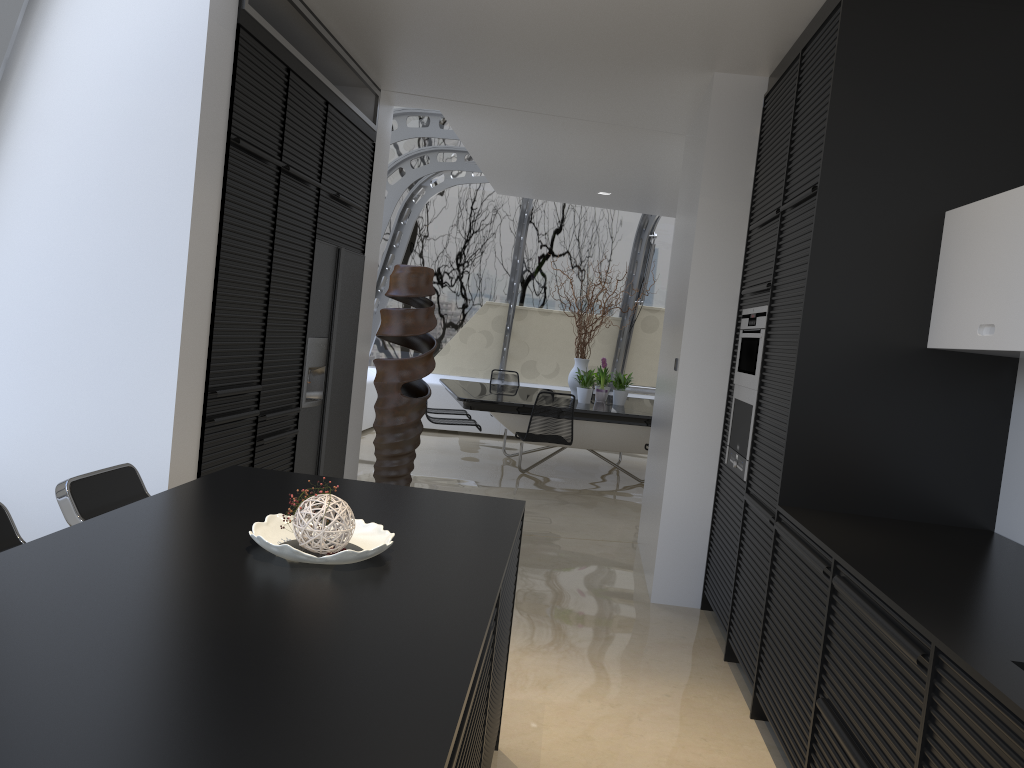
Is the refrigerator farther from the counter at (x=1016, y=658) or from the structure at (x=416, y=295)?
the counter at (x=1016, y=658)

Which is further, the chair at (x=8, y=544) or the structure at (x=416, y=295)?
the structure at (x=416, y=295)

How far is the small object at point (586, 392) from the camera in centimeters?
890cm

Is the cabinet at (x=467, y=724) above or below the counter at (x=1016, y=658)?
below

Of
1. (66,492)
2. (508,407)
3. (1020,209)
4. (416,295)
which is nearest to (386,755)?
(66,492)

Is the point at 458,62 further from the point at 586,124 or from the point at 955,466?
the point at 955,466

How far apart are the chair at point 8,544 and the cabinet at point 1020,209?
2.8 meters

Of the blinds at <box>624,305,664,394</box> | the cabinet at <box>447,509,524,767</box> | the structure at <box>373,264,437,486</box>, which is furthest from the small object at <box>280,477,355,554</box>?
the blinds at <box>624,305,664,394</box>

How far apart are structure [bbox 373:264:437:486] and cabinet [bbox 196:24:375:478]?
0.94m

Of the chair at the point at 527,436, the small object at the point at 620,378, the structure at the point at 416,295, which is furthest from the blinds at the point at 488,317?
the structure at the point at 416,295
